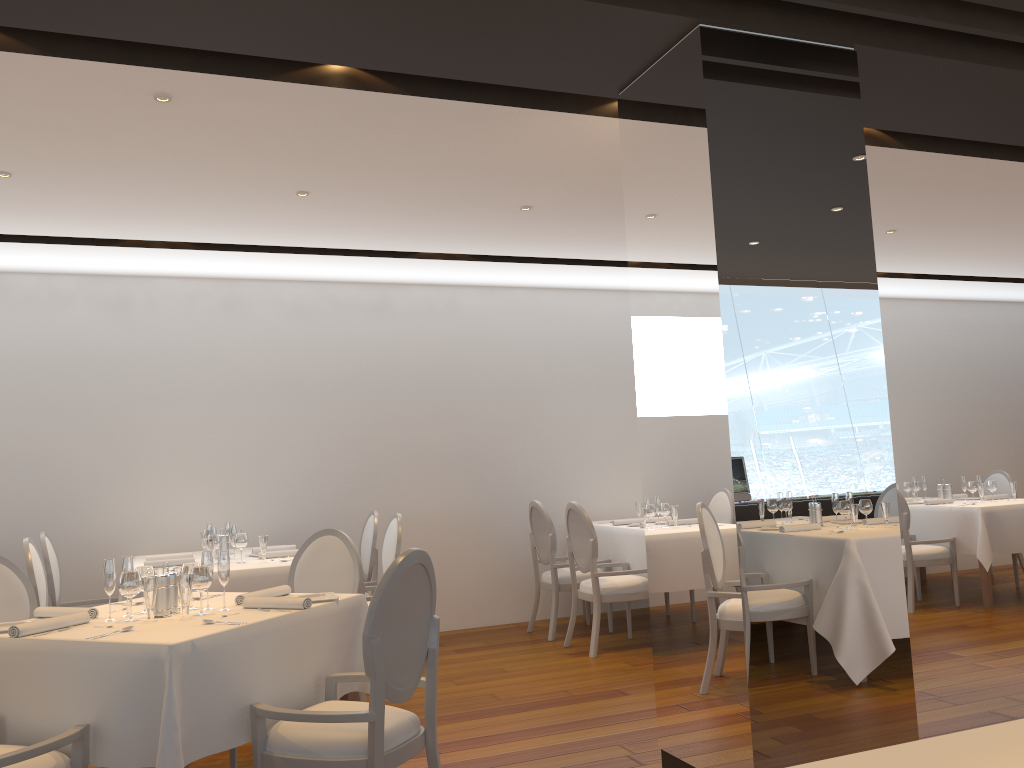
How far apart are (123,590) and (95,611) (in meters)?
0.26

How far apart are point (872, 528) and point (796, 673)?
0.6m

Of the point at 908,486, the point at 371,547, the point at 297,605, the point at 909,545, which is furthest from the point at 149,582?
the point at 908,486

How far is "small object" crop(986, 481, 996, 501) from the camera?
7.9 meters

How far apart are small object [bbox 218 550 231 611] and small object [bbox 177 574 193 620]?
0.2 meters

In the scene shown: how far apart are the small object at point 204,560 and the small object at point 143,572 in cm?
22

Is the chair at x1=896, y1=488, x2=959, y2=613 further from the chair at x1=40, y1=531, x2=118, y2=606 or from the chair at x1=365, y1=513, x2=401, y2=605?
the chair at x1=40, y1=531, x2=118, y2=606

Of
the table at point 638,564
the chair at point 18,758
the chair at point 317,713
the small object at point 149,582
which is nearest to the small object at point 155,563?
the small object at point 149,582

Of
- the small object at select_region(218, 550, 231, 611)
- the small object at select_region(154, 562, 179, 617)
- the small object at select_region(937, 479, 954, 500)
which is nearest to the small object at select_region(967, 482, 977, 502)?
the small object at select_region(937, 479, 954, 500)

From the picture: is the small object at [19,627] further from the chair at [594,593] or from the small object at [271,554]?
the chair at [594,593]
